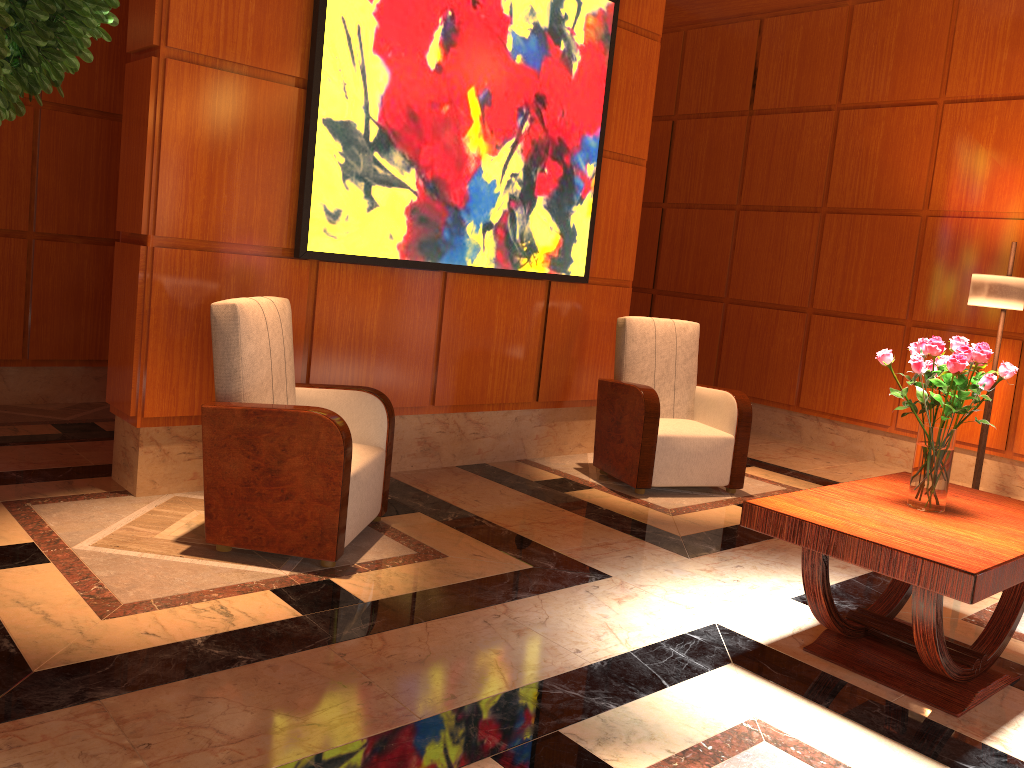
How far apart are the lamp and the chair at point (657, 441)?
1.5 meters

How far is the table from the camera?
2.49m

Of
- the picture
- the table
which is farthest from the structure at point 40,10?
the picture

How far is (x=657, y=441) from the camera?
4.9m

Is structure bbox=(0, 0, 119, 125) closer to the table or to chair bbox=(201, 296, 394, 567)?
chair bbox=(201, 296, 394, 567)

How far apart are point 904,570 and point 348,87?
3.2m

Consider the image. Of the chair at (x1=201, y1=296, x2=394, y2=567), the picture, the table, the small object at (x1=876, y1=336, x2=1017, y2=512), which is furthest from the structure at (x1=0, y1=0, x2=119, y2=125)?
the picture

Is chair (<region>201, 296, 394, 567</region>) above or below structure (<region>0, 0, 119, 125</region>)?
below

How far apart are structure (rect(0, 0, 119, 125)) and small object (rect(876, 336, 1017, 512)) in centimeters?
250cm

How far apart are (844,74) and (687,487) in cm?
371
